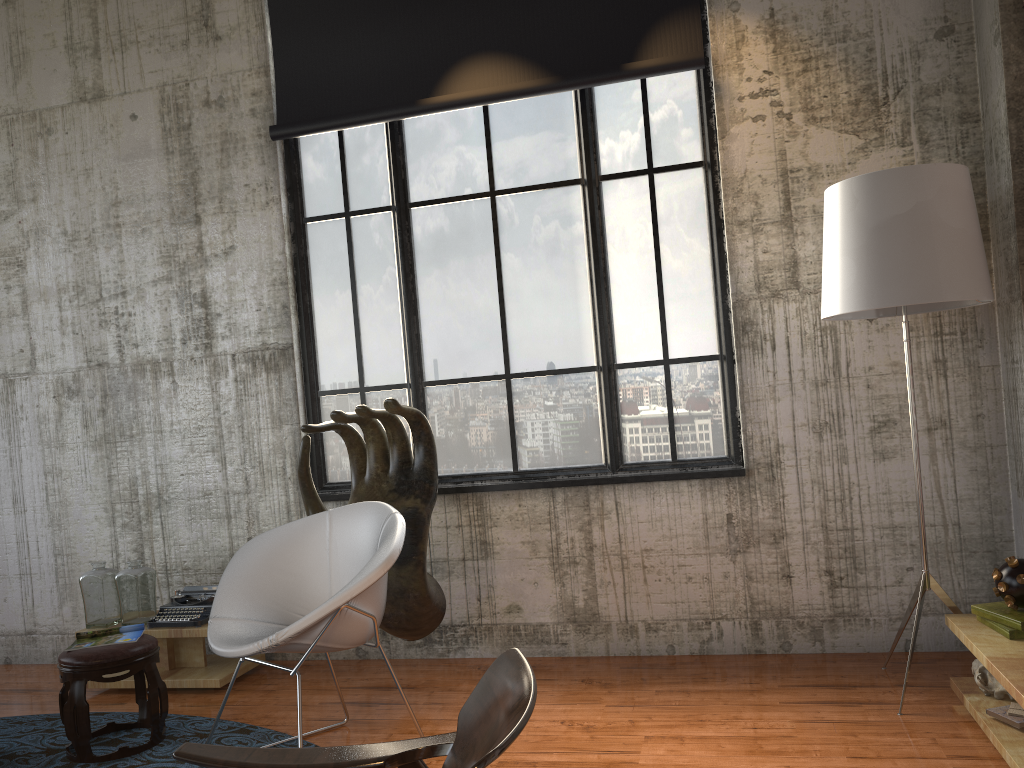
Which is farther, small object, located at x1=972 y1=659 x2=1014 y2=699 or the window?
the window

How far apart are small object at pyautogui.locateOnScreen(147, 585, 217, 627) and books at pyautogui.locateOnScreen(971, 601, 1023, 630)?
3.78m

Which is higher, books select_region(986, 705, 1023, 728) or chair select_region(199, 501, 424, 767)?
chair select_region(199, 501, 424, 767)

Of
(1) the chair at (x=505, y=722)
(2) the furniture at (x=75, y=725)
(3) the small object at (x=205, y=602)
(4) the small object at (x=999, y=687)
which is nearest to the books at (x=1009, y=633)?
(4) the small object at (x=999, y=687)

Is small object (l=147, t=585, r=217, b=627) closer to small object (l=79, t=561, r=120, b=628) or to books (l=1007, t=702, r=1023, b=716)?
small object (l=79, t=561, r=120, b=628)

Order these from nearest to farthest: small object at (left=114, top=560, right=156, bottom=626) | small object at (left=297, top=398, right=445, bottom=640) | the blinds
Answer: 1. small object at (left=297, top=398, right=445, bottom=640)
2. the blinds
3. small object at (left=114, top=560, right=156, bottom=626)

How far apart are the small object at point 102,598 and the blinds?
2.61m

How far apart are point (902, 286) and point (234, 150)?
3.8m

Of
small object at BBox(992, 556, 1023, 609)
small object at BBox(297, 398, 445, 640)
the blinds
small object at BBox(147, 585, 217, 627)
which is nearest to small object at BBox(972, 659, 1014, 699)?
small object at BBox(992, 556, 1023, 609)

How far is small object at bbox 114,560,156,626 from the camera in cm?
485
